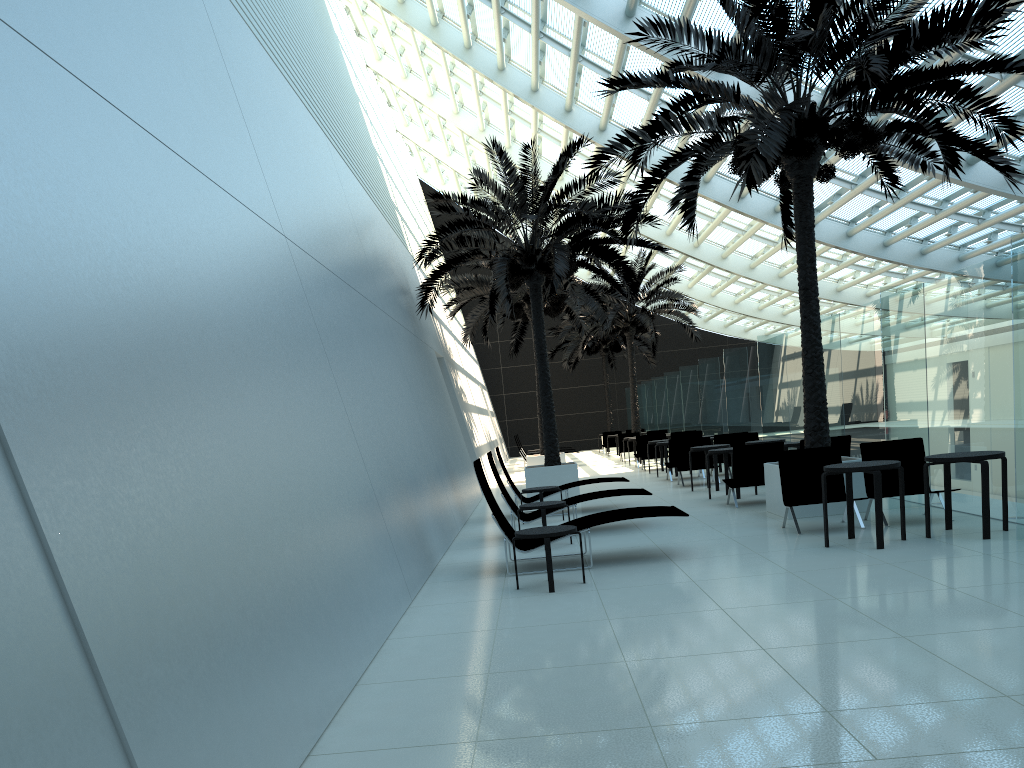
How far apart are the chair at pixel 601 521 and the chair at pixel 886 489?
2.50m

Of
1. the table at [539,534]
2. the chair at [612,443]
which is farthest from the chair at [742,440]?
the chair at [612,443]

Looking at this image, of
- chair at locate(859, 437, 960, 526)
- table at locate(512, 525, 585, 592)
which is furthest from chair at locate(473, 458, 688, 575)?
chair at locate(859, 437, 960, 526)

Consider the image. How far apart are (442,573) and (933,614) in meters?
4.9 m

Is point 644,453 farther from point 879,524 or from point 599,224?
point 879,524

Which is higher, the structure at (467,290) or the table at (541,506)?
the structure at (467,290)

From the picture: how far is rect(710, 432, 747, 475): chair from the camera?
18.1m

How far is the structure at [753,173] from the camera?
9.61m

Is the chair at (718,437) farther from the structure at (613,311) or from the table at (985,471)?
the structure at (613,311)

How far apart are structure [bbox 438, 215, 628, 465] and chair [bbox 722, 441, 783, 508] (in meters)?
8.83
